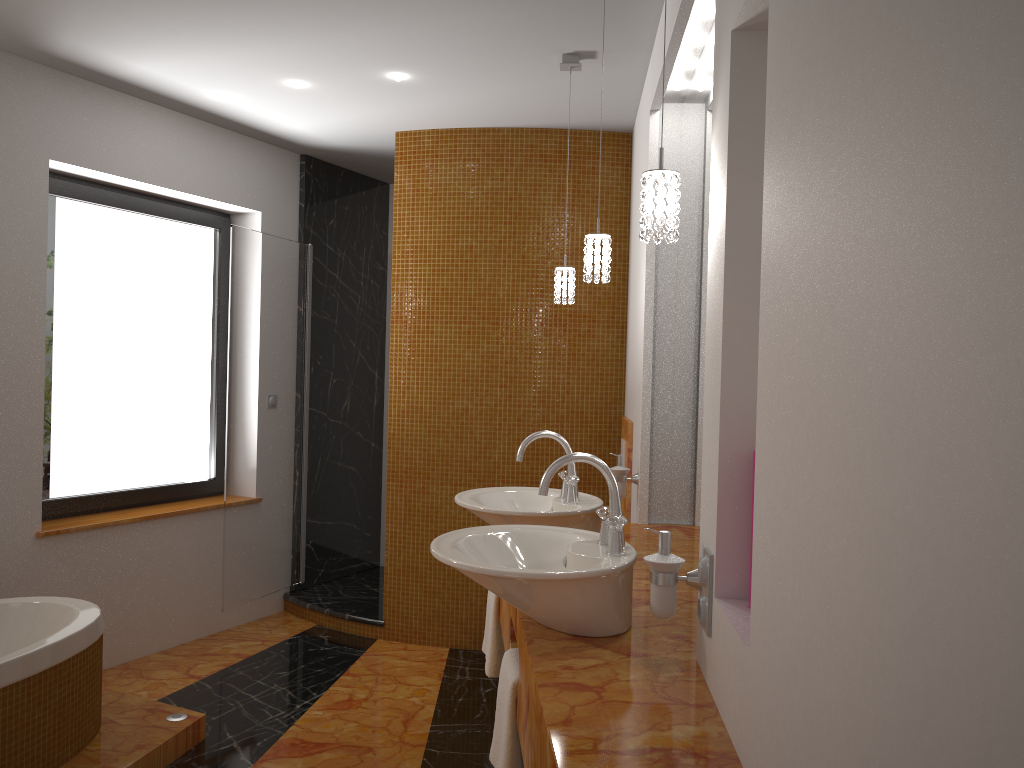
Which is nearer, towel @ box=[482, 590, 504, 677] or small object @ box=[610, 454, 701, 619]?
small object @ box=[610, 454, 701, 619]

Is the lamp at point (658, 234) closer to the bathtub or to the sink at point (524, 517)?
the sink at point (524, 517)

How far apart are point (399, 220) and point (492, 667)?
2.35m

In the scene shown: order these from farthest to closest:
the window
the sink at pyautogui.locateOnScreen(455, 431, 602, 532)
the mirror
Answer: the window, the mirror, the sink at pyautogui.locateOnScreen(455, 431, 602, 532)

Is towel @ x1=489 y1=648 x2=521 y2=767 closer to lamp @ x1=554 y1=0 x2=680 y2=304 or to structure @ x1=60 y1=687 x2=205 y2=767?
lamp @ x1=554 y1=0 x2=680 y2=304

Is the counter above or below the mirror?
below

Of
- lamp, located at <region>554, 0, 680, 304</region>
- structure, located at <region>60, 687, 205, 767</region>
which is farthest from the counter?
structure, located at <region>60, 687, 205, 767</region>

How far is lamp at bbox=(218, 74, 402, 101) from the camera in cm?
351

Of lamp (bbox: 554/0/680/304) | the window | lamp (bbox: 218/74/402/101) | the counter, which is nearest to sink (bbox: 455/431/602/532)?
the counter

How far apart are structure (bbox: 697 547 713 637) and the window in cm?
320
